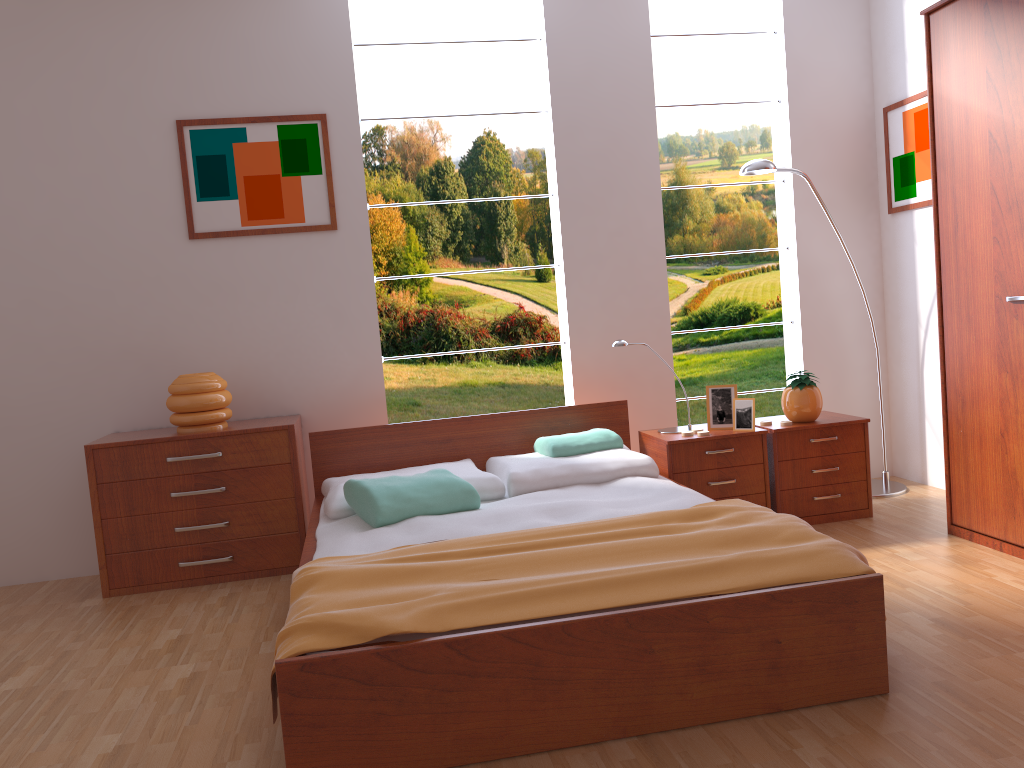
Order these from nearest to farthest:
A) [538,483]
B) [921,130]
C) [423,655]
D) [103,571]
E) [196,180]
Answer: [423,655], [538,483], [103,571], [196,180], [921,130]

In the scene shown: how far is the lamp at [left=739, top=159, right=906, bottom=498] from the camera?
3.9m

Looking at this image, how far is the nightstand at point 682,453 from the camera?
3.64m

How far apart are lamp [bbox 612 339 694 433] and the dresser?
1.0 meters

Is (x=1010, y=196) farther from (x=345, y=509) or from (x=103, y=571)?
(x=103, y=571)

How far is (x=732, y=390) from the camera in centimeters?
379cm

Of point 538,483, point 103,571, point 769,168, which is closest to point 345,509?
point 538,483

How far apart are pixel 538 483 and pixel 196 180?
2.0m

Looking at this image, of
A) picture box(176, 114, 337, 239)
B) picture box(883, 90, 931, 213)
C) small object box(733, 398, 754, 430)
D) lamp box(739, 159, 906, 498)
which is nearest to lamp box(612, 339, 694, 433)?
small object box(733, 398, 754, 430)

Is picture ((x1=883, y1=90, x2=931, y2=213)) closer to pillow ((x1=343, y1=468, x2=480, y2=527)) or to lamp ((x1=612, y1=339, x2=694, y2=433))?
lamp ((x1=612, y1=339, x2=694, y2=433))
